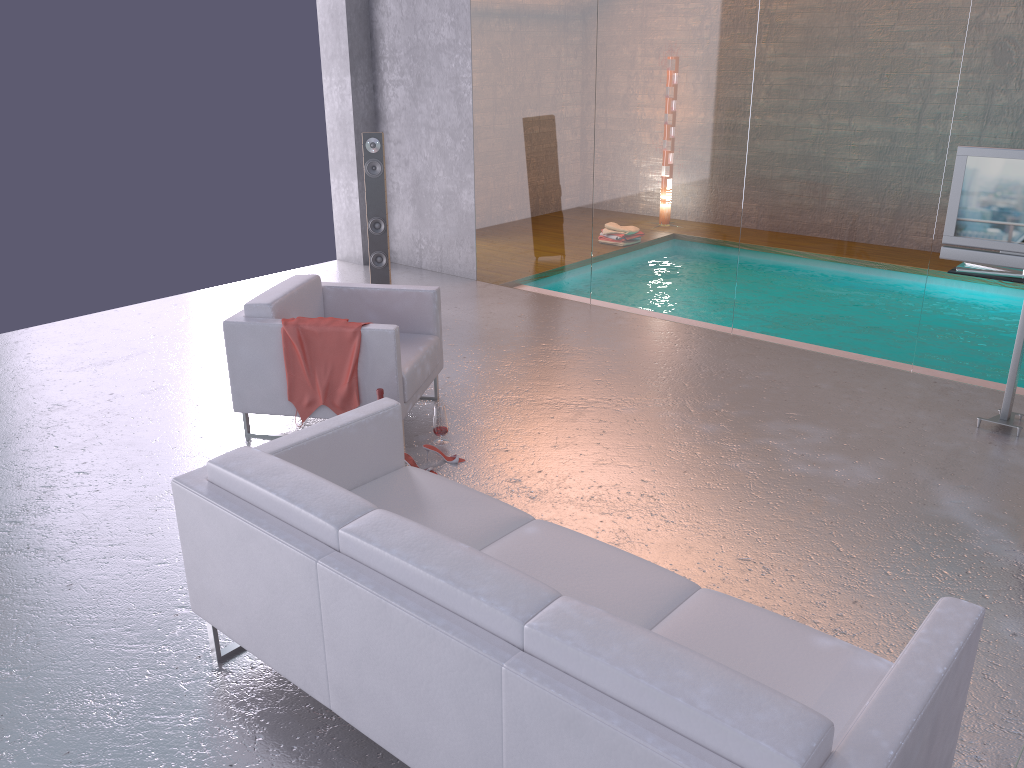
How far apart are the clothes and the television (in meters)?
3.41

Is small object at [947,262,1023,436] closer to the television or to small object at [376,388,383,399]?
the television

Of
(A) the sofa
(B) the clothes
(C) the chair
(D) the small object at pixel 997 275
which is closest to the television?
(D) the small object at pixel 997 275

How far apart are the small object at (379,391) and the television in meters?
3.4

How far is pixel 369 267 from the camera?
9.2m

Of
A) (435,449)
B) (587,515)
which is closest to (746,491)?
(587,515)

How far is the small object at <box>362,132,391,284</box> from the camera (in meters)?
7.29

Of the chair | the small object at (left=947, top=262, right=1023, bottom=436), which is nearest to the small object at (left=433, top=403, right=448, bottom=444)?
Result: the chair

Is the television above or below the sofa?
above

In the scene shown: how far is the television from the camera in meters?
4.9
